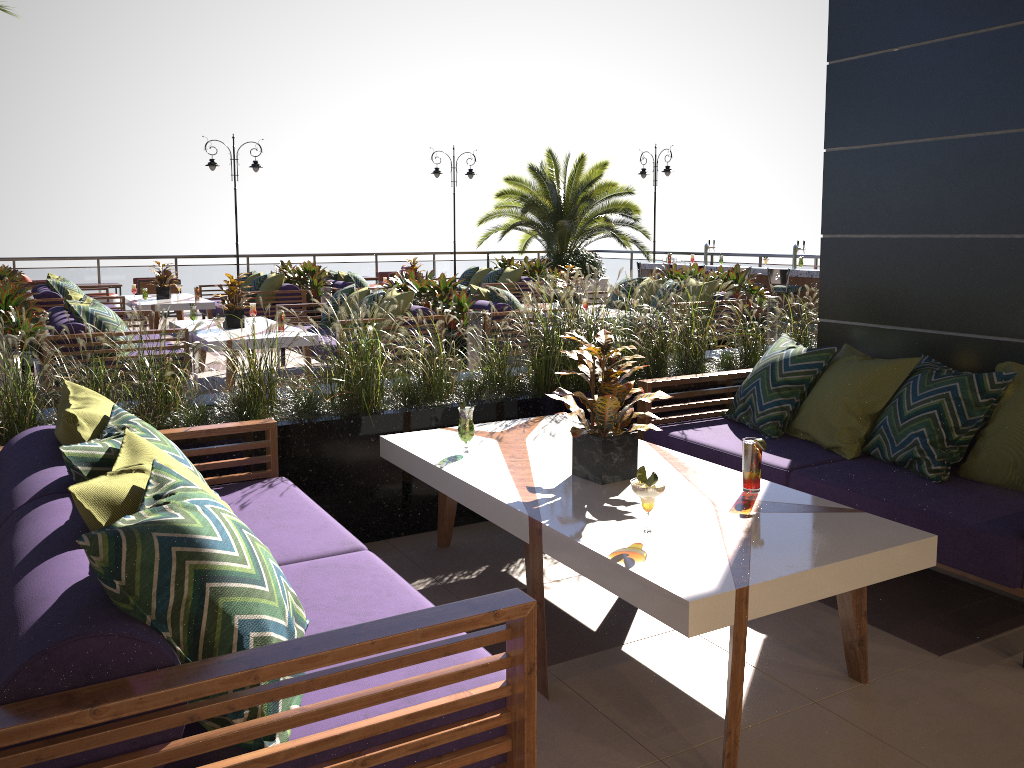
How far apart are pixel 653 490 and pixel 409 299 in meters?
5.9 m

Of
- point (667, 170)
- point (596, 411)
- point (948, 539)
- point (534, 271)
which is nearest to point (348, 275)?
point (534, 271)

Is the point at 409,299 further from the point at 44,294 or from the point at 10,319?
the point at 44,294

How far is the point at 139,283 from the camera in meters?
15.2

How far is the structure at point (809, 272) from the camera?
12.71m

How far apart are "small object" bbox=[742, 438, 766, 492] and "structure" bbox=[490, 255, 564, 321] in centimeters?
1149cm

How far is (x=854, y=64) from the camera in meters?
4.6

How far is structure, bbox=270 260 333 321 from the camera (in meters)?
12.38

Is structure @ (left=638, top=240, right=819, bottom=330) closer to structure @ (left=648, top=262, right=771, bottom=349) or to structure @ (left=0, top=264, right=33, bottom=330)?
structure @ (left=648, top=262, right=771, bottom=349)

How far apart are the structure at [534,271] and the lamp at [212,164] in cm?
504
